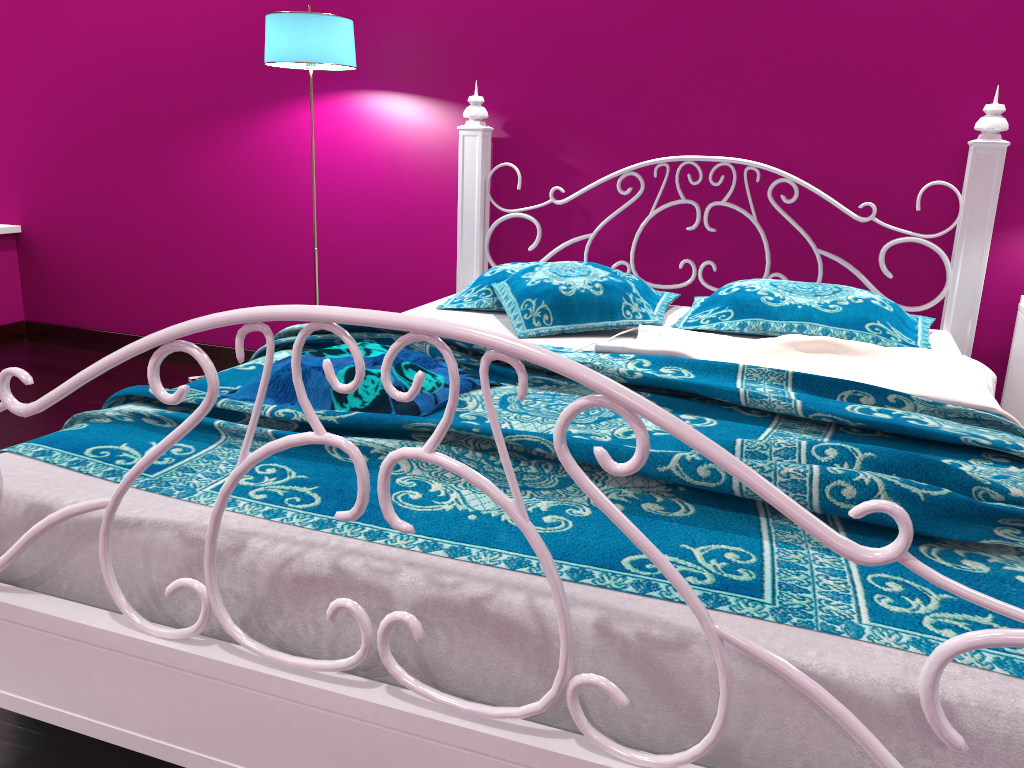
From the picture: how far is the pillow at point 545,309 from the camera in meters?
2.4 m

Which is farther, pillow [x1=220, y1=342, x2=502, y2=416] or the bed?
pillow [x1=220, y1=342, x2=502, y2=416]

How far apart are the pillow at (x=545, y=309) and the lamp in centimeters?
92cm

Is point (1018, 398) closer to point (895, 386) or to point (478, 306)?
point (895, 386)

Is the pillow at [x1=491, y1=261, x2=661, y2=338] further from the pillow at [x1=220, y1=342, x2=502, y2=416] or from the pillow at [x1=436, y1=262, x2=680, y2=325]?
the pillow at [x1=220, y1=342, x2=502, y2=416]

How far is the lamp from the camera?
2.8m

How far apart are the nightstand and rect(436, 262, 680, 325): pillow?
1.0m

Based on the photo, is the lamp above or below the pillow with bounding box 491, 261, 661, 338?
above

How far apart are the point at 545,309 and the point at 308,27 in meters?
1.3 m

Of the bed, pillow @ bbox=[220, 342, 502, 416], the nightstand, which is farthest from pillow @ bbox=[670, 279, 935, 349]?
pillow @ bbox=[220, 342, 502, 416]
